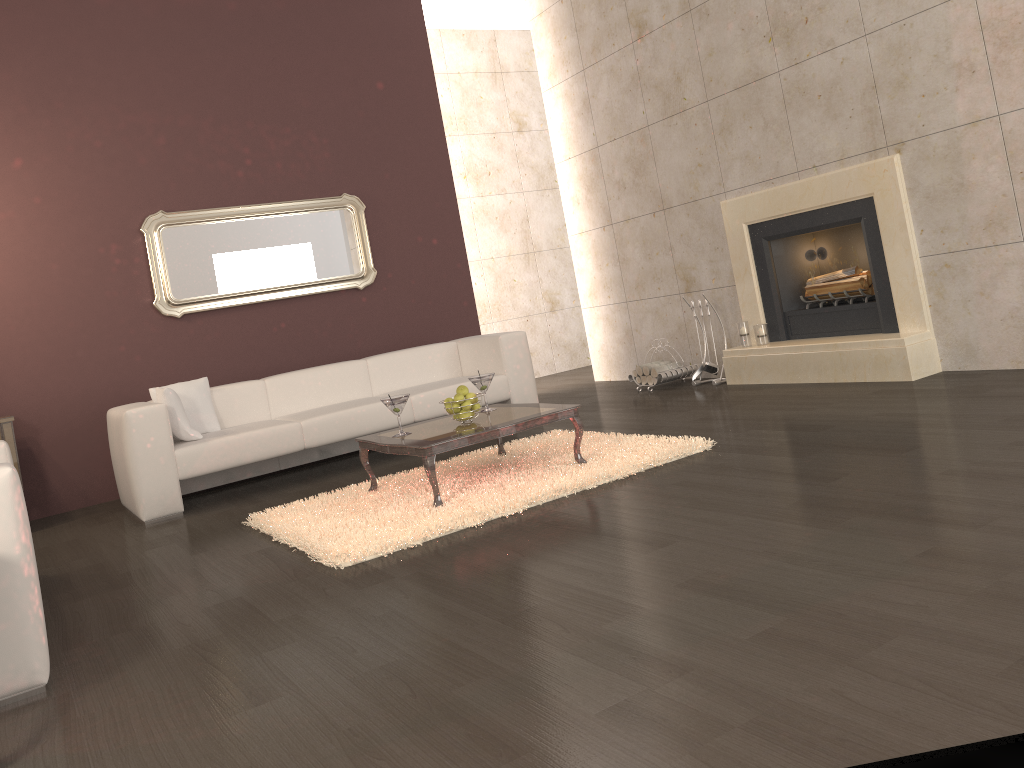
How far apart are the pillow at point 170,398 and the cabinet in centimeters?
95cm

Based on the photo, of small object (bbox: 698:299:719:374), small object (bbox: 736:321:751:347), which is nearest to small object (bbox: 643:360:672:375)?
small object (bbox: 698:299:719:374)

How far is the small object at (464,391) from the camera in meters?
4.4 m

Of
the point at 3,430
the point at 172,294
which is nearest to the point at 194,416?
the point at 3,430

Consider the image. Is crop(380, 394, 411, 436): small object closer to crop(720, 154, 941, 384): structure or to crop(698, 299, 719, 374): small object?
crop(720, 154, 941, 384): structure

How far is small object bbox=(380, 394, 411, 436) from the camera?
4.34m

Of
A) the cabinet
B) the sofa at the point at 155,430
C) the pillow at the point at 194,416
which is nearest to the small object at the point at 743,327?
the sofa at the point at 155,430

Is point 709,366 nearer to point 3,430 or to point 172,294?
point 172,294

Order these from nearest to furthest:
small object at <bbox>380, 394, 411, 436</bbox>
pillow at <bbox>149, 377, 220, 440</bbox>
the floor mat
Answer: the floor mat < small object at <bbox>380, 394, 411, 436</bbox> < pillow at <bbox>149, 377, 220, 440</bbox>

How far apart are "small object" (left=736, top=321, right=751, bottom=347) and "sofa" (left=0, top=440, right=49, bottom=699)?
4.6 meters
